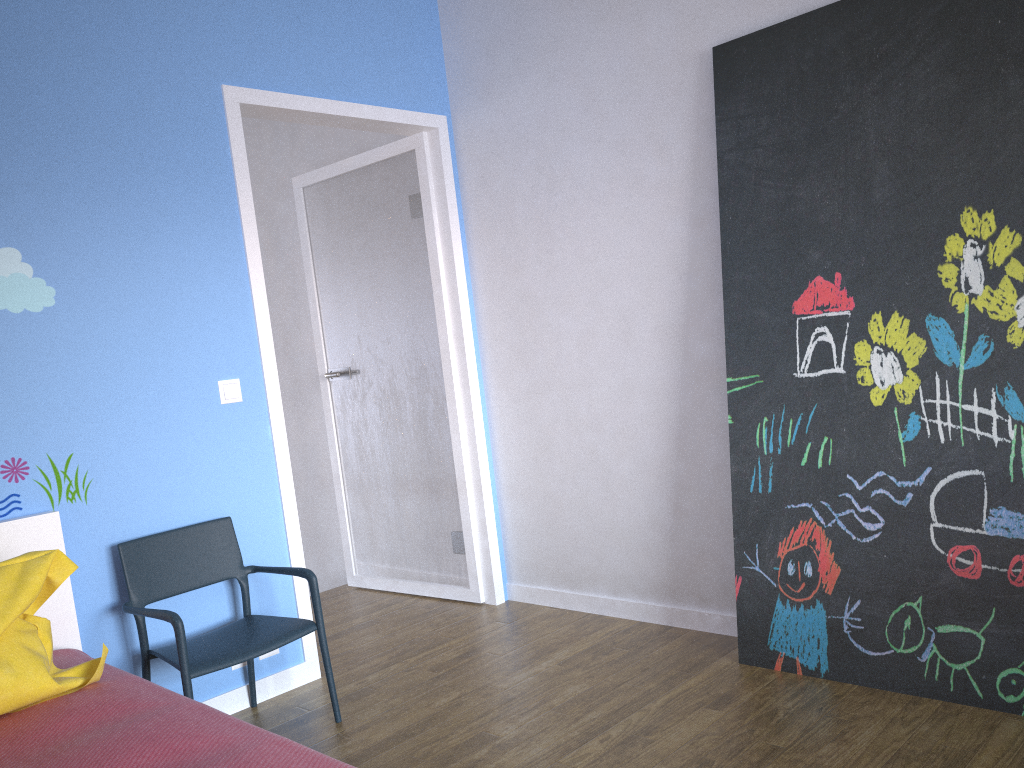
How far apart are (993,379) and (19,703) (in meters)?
2.47

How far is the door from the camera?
3.5 meters

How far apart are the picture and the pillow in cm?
189

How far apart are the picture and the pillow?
1.89m

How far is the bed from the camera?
1.6 meters

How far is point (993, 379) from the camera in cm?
235

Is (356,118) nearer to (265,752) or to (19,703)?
(19,703)

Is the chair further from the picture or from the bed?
the picture

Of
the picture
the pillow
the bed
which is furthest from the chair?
the picture

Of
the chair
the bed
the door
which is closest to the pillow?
the bed
